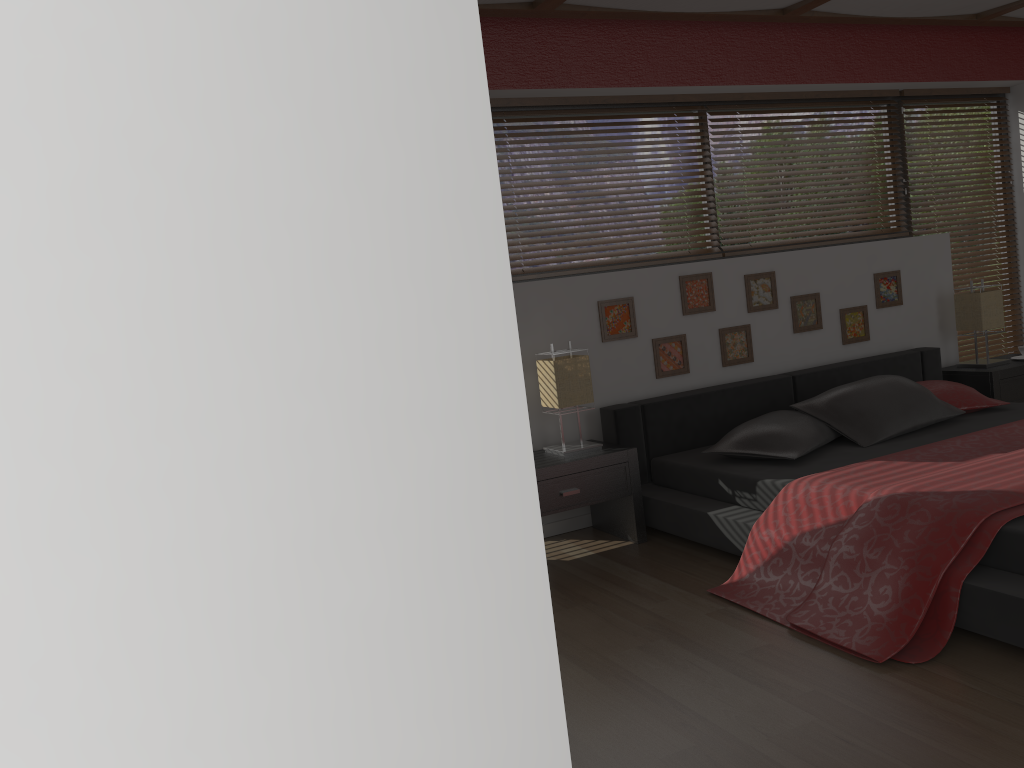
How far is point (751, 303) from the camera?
4.64m

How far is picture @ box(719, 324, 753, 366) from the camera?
4.6m

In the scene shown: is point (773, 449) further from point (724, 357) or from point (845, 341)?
point (845, 341)

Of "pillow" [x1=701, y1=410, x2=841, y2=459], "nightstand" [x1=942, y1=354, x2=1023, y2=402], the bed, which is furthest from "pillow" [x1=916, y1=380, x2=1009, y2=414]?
"pillow" [x1=701, y1=410, x2=841, y2=459]

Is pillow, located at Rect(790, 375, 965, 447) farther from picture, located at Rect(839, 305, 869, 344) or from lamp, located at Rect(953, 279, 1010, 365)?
lamp, located at Rect(953, 279, 1010, 365)

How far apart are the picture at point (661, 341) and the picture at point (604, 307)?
0.1 meters

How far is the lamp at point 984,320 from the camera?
5.0 meters

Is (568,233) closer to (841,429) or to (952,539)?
(841,429)

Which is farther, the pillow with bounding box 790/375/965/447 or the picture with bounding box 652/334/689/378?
the picture with bounding box 652/334/689/378

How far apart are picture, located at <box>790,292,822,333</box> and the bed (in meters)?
0.27
